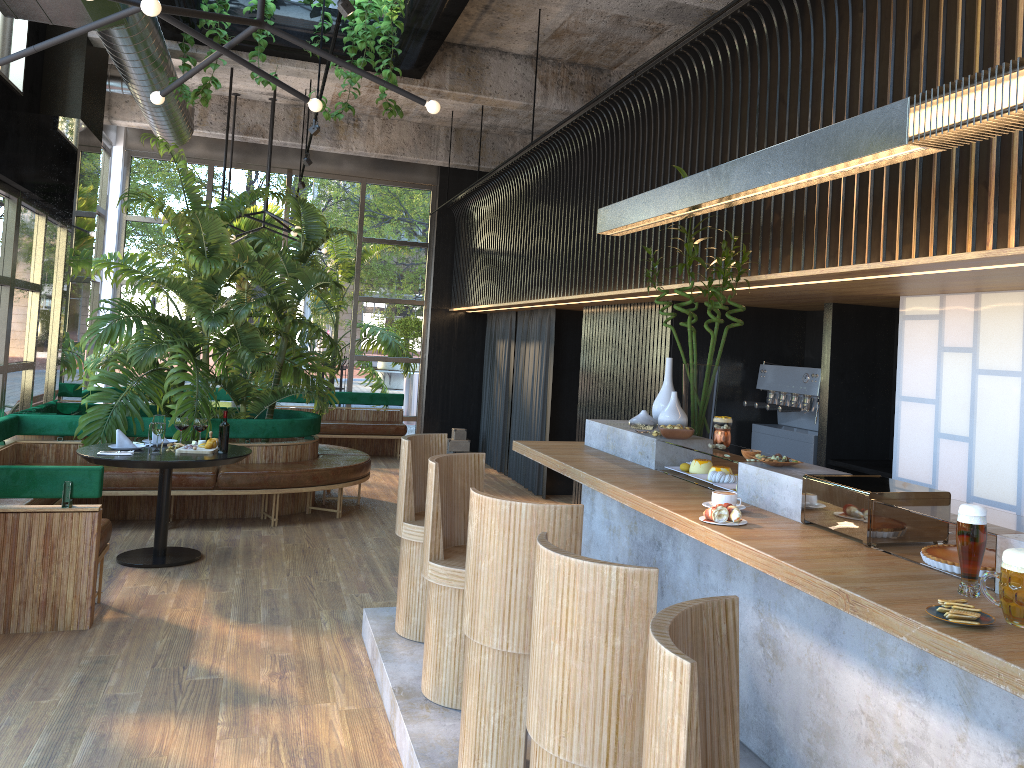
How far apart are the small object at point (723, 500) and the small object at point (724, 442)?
0.8 meters

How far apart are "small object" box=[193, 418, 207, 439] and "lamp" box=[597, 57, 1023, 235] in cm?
211

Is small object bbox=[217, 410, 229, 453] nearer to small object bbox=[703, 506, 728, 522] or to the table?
the table

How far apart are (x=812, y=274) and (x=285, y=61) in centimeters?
568cm

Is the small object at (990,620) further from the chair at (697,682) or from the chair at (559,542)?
the chair at (559,542)

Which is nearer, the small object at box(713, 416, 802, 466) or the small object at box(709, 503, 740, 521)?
the small object at box(709, 503, 740, 521)

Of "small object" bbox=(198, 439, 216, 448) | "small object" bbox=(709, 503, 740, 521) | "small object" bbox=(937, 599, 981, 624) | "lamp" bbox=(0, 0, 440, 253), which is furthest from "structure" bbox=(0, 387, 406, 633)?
"small object" bbox=(937, 599, 981, 624)

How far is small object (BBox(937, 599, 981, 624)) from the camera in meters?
2.0 m

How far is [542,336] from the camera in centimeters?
974cm

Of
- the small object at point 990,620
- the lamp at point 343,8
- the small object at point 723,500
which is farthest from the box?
the small object at point 990,620
